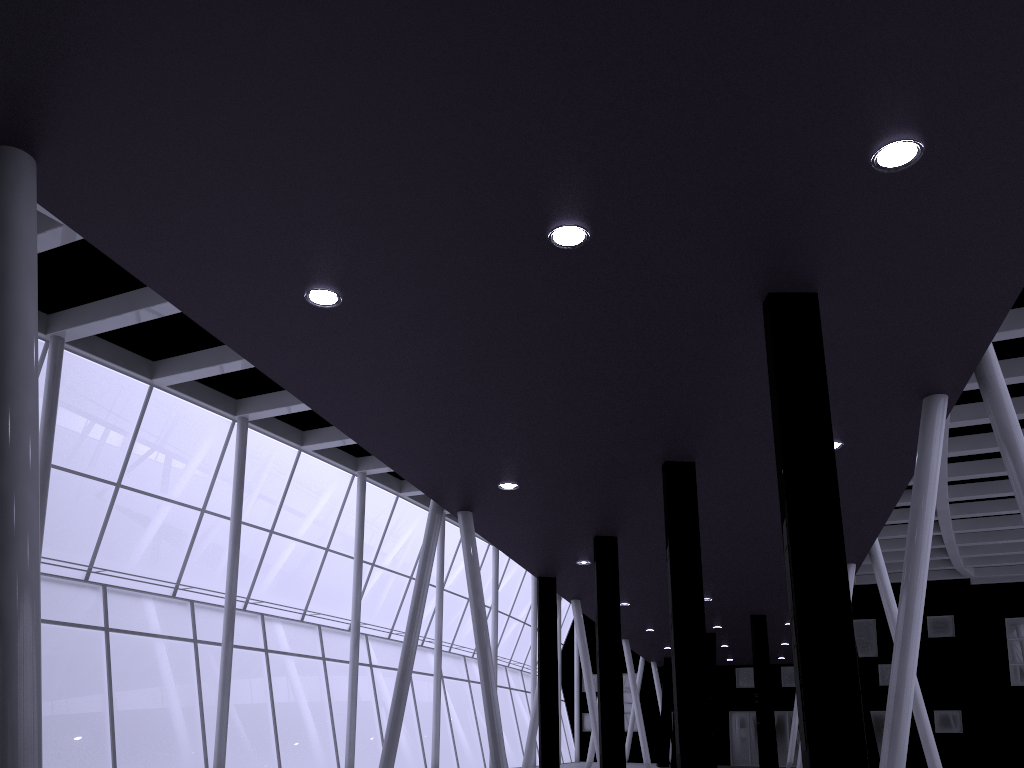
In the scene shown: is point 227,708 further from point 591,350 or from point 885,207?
point 885,207
